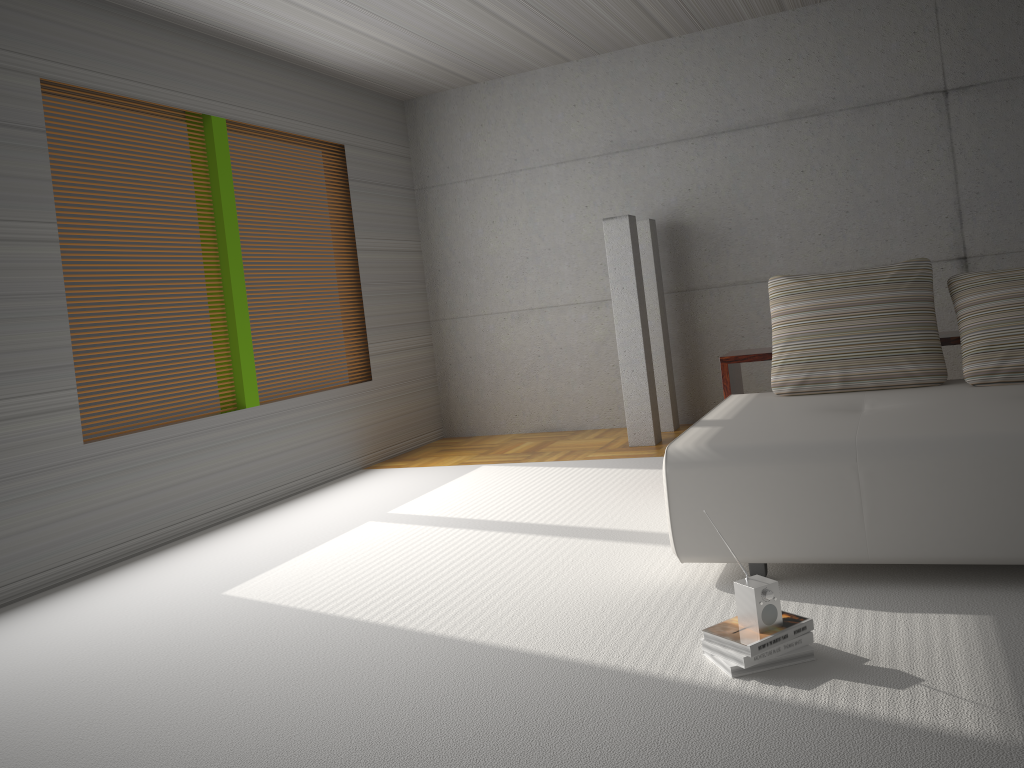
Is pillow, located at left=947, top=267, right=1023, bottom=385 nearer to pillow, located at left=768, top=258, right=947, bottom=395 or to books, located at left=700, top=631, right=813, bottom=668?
pillow, located at left=768, top=258, right=947, bottom=395

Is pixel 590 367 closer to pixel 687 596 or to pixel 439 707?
pixel 687 596

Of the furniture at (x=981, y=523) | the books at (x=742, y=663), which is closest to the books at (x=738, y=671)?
the books at (x=742, y=663)

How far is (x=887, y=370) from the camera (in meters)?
4.14

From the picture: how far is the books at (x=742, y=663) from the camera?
2.53m

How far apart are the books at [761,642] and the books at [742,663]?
0.0 meters

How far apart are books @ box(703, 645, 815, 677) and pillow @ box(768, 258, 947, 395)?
1.9 meters

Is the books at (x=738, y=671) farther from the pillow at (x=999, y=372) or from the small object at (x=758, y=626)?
the pillow at (x=999, y=372)

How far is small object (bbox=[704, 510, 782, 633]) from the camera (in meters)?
2.58

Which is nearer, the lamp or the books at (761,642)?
the books at (761,642)
